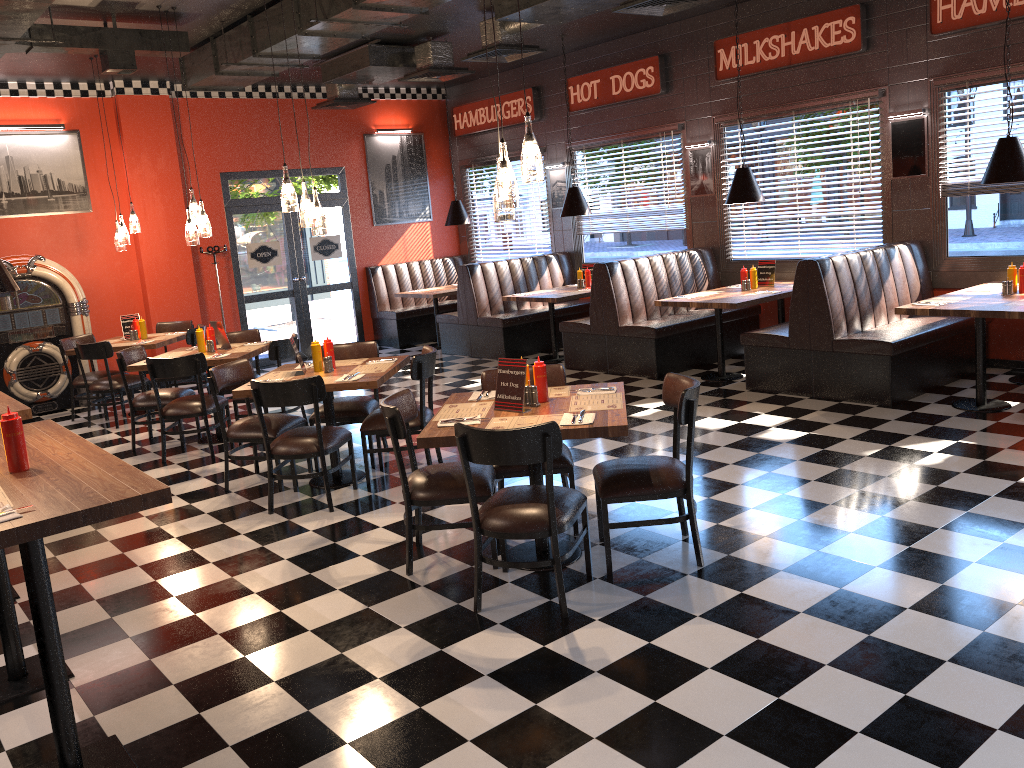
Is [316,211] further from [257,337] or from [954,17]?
[954,17]

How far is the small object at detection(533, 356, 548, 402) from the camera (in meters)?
4.49

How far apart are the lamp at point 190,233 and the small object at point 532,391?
4.24m

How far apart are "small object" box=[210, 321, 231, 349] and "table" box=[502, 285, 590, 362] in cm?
349

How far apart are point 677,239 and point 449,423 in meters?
6.8 m

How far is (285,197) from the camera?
5.84m

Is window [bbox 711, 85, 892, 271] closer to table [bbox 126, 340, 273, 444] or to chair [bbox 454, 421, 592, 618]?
table [bbox 126, 340, 273, 444]

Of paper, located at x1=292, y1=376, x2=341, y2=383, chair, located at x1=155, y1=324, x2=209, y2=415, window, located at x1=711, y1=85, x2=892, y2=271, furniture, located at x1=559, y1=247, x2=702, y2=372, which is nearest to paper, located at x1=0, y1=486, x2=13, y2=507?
paper, located at x1=292, y1=376, x2=341, y2=383

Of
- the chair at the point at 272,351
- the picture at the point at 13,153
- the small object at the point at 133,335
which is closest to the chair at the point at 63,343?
the small object at the point at 133,335

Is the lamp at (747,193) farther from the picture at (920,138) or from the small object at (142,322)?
the small object at (142,322)
